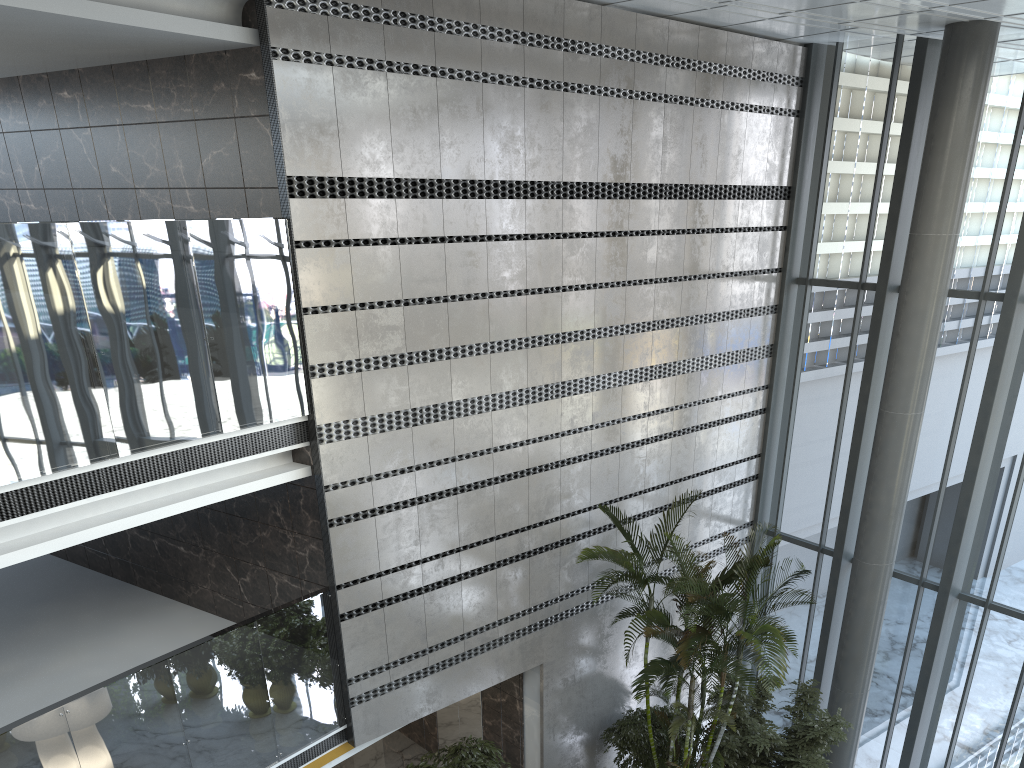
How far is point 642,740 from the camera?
9.6m

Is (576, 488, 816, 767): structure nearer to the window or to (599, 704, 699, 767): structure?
(599, 704, 699, 767): structure

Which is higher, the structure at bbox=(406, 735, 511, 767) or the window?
the window

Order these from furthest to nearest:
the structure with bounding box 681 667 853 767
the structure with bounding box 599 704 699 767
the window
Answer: the structure with bounding box 599 704 699 767 → the window → the structure with bounding box 681 667 853 767

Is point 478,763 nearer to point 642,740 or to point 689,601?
point 642,740

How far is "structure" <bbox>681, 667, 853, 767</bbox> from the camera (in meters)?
8.77

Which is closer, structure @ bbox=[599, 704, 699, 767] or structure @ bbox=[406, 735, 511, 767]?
structure @ bbox=[406, 735, 511, 767]

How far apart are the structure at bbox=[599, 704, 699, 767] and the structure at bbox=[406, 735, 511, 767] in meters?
1.7

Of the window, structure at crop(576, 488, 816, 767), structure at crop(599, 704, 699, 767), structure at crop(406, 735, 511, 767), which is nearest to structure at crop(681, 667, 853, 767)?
structure at crop(576, 488, 816, 767)

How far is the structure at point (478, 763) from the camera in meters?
8.4 m
